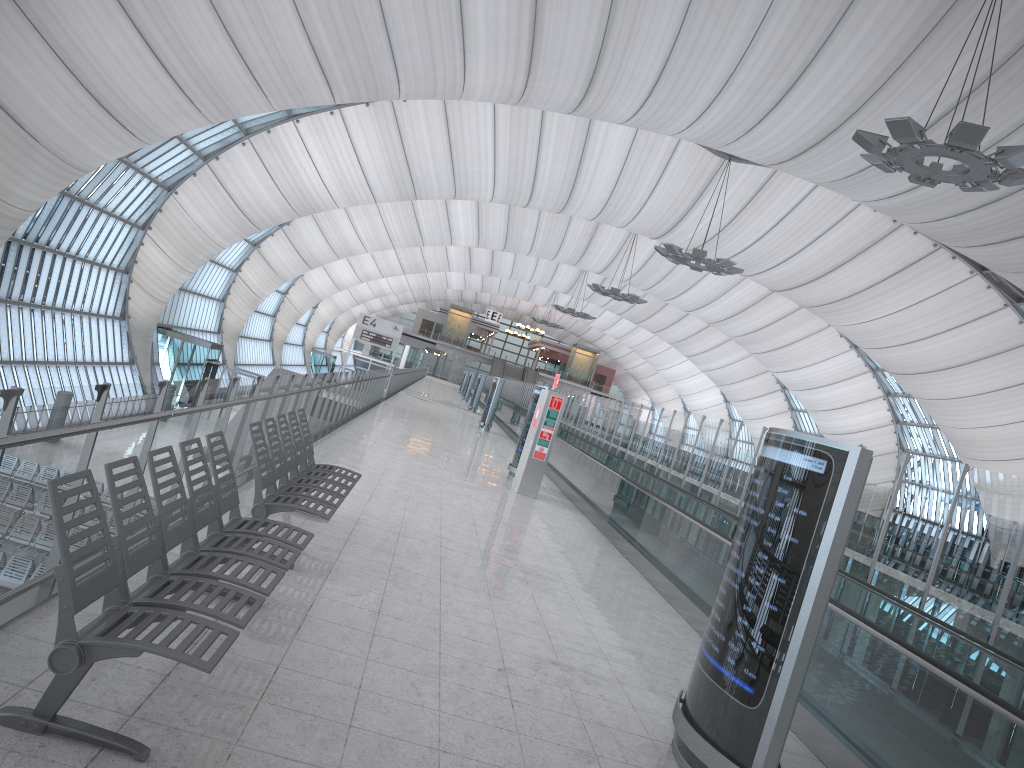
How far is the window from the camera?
32.6m

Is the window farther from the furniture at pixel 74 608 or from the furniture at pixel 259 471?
the furniture at pixel 74 608

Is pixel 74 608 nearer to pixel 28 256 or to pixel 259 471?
pixel 259 471

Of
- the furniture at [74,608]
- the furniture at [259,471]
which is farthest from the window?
the furniture at [74,608]

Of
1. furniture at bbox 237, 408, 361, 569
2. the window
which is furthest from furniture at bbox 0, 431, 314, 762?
the window

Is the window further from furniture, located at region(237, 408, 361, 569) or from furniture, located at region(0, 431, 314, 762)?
A: furniture, located at region(0, 431, 314, 762)

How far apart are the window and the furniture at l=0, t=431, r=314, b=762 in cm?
3024

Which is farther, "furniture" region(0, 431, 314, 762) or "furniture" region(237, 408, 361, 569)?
"furniture" region(237, 408, 361, 569)

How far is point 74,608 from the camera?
2.96m

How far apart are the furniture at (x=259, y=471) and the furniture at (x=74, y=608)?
0.6m
